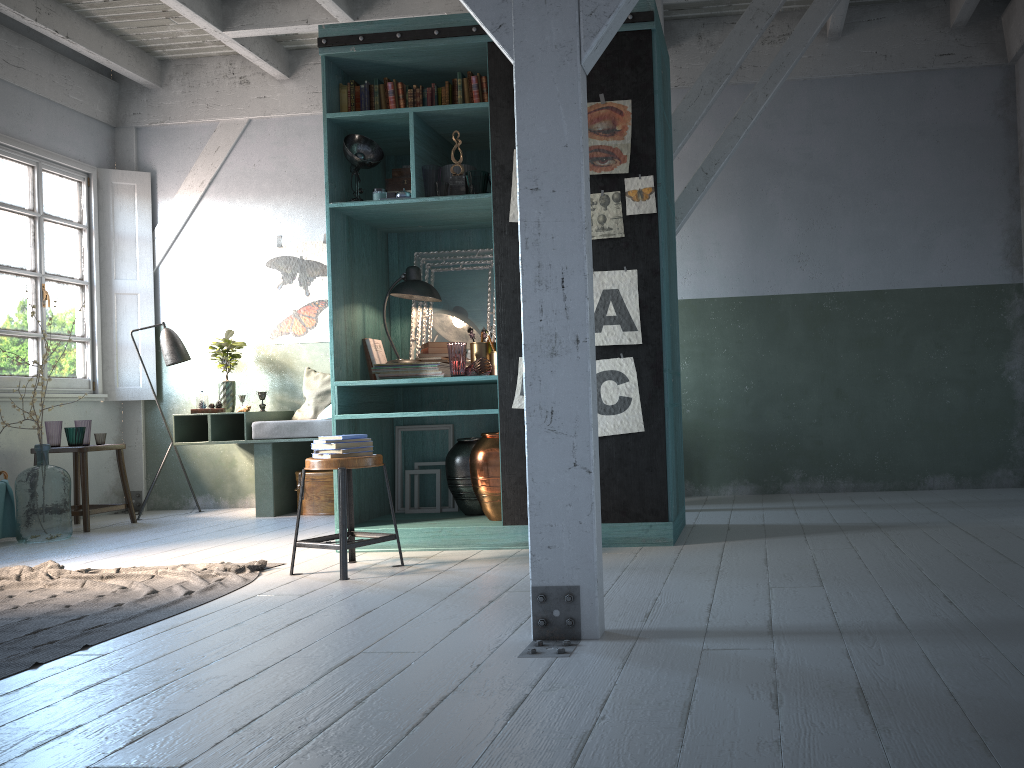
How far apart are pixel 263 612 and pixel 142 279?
6.1 meters

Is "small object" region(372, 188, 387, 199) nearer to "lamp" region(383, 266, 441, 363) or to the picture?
"lamp" region(383, 266, 441, 363)

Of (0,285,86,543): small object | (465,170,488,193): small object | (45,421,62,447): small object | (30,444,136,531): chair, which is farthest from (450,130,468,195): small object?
(45,421,62,447): small object

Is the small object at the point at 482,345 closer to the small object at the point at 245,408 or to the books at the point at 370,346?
the books at the point at 370,346

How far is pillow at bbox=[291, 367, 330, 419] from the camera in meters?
8.6 m

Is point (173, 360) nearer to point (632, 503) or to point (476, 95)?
point (476, 95)

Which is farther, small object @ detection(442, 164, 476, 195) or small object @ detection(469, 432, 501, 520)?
small object @ detection(442, 164, 476, 195)

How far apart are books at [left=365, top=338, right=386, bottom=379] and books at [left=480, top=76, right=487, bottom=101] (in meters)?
1.91

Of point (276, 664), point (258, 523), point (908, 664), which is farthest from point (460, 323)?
point (908, 664)

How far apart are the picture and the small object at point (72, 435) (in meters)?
1.99
